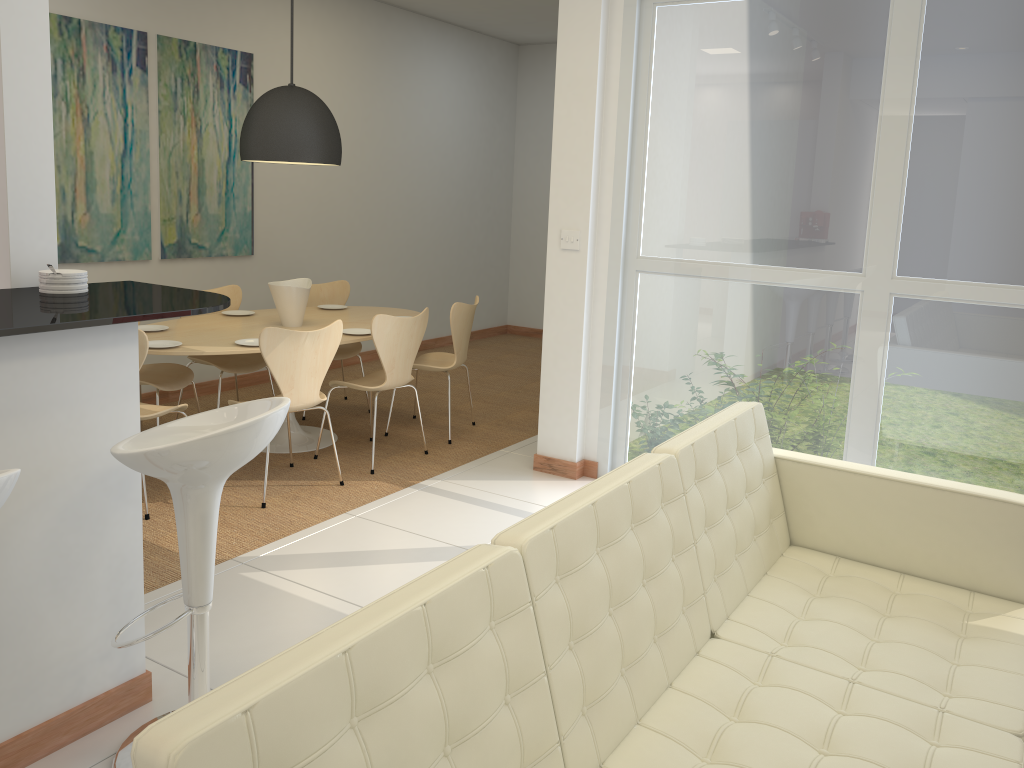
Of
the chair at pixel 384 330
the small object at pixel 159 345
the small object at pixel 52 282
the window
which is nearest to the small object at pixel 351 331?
the chair at pixel 384 330

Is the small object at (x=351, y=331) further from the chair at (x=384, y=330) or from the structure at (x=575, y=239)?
the structure at (x=575, y=239)

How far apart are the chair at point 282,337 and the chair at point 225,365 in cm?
102

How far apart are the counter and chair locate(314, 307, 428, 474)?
1.84m

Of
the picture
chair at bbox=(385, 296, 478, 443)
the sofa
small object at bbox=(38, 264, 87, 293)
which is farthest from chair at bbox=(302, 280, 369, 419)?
the sofa

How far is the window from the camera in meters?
3.9

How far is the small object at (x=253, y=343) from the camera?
4.8 meters

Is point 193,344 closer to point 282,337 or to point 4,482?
point 282,337

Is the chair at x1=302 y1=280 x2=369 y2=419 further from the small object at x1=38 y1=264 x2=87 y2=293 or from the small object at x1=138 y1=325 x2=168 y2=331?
the small object at x1=38 y1=264 x2=87 y2=293

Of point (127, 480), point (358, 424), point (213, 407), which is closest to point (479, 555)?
point (127, 480)
